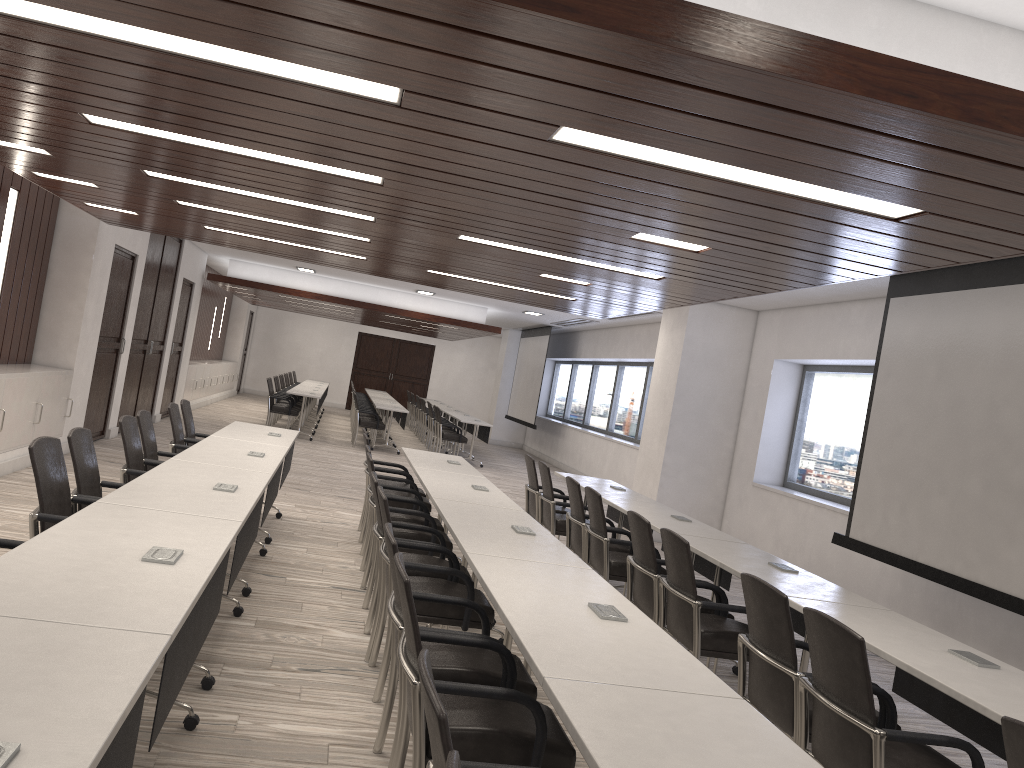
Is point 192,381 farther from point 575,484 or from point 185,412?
point 575,484

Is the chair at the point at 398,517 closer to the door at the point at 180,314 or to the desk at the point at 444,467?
the desk at the point at 444,467

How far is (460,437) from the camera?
15.8m

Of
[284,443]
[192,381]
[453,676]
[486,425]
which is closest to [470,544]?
[453,676]

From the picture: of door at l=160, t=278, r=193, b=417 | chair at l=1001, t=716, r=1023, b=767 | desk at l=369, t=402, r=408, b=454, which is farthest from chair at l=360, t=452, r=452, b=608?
door at l=160, t=278, r=193, b=417

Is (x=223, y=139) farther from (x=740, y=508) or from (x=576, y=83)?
(x=740, y=508)

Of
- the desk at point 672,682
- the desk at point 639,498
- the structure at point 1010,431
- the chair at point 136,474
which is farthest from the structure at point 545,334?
the desk at point 672,682

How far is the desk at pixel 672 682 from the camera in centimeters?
248cm

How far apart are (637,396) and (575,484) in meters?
9.6 m

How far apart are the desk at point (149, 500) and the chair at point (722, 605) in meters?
Result: 2.1 m
